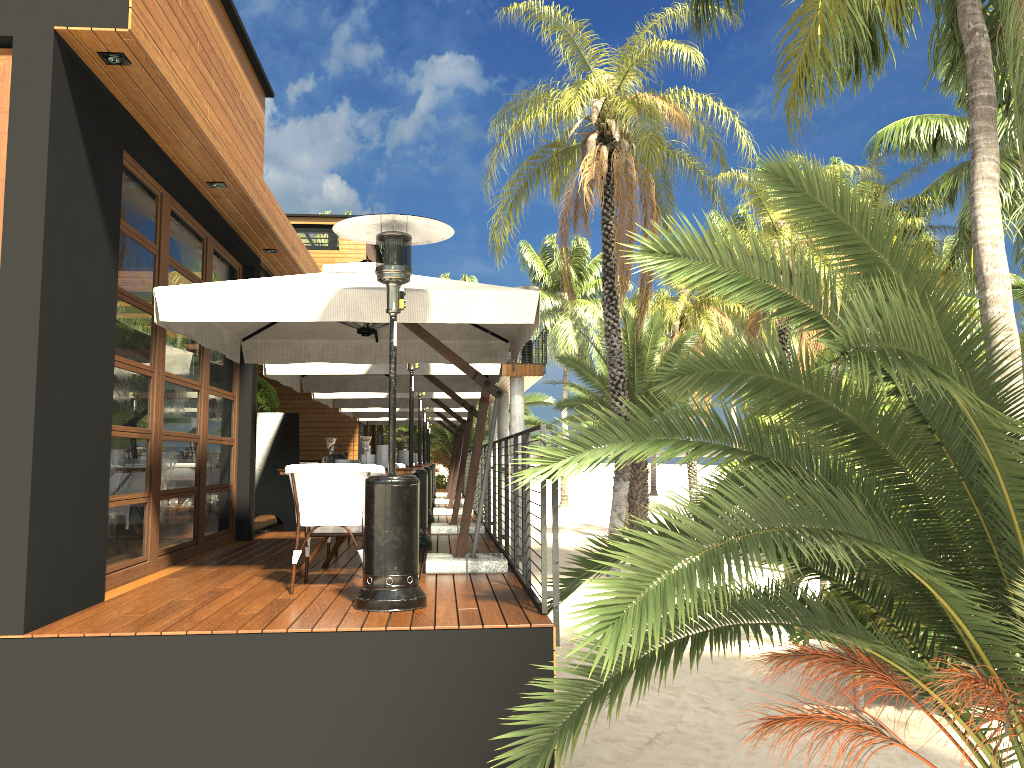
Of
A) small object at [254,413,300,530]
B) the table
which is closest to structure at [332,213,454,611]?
the table

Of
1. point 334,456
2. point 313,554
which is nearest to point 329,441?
point 334,456

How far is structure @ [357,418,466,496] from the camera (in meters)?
20.15

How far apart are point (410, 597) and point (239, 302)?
2.1m

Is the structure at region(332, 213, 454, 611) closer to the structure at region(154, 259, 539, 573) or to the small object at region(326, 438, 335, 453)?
the structure at region(154, 259, 539, 573)

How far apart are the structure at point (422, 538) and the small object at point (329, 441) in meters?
1.5 m

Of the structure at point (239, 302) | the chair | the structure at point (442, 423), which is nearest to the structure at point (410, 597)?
the structure at point (239, 302)

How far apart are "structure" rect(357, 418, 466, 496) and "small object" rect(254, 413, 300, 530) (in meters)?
9.22

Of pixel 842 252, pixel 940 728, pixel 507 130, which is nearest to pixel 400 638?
pixel 940 728

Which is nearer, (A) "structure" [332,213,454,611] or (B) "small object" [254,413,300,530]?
(A) "structure" [332,213,454,611]
